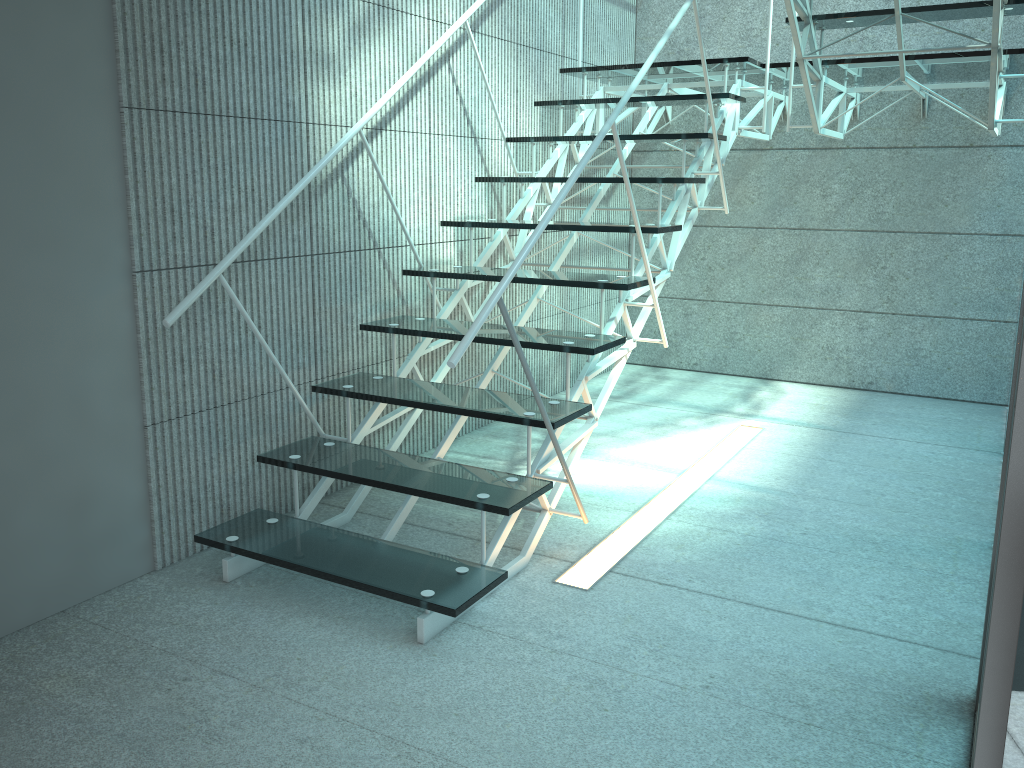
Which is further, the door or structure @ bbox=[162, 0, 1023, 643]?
structure @ bbox=[162, 0, 1023, 643]

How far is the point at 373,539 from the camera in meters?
2.3 m

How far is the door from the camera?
0.95m

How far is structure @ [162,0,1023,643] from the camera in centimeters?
216cm

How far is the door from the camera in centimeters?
95cm

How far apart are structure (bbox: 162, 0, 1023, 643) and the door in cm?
99

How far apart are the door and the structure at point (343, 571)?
1.0m

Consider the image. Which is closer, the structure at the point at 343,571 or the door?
the door
